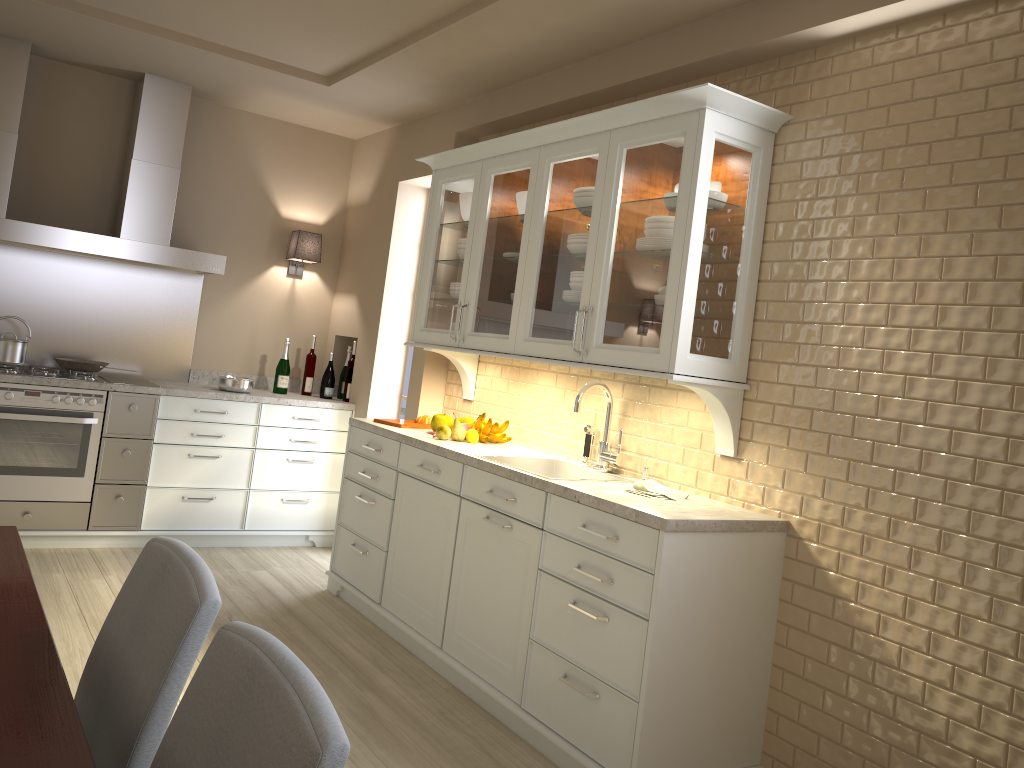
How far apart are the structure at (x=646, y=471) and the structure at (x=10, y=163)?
2.7m

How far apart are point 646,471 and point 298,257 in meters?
2.9 m

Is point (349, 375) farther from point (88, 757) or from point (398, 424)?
point (88, 757)

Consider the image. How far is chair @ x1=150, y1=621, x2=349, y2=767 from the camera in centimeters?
88cm

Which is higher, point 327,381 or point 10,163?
point 10,163

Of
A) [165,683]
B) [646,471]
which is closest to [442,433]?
[646,471]

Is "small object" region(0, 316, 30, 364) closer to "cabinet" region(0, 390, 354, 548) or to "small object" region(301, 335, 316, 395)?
"cabinet" region(0, 390, 354, 548)

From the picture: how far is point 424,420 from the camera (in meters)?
4.20

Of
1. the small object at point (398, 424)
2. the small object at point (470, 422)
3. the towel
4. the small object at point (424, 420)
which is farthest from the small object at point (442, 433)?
the towel

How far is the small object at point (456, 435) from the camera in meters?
3.8
